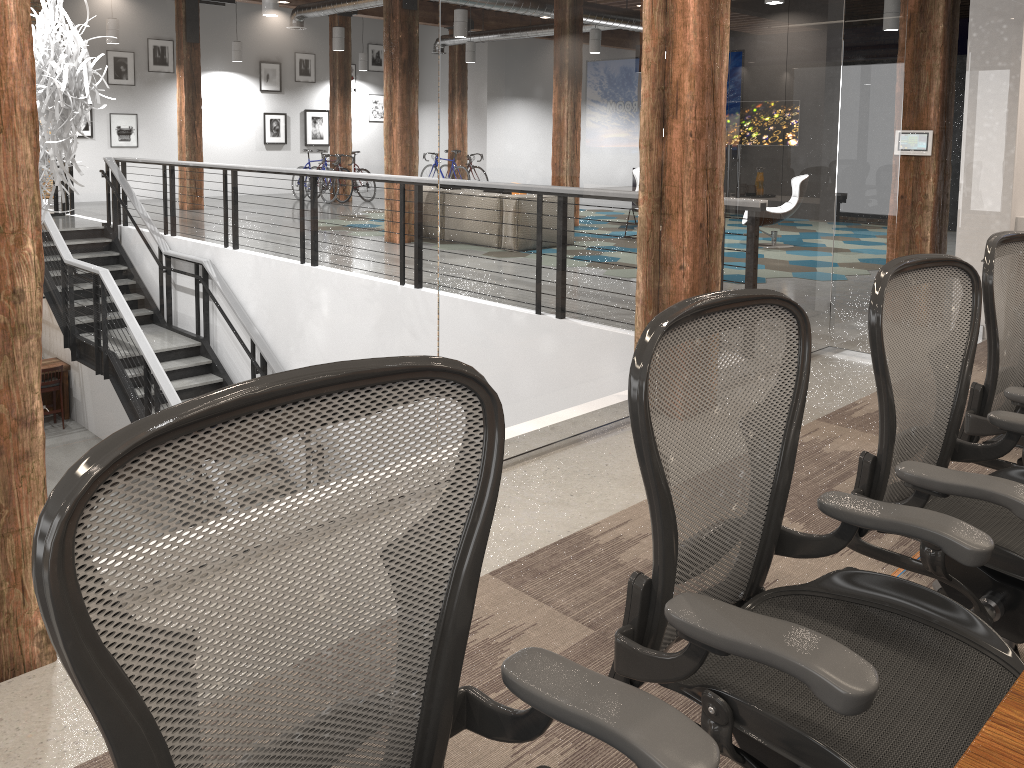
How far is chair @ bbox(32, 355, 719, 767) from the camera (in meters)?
0.85

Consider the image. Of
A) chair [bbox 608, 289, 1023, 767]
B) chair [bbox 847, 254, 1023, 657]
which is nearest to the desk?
chair [bbox 608, 289, 1023, 767]

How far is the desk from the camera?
0.9m

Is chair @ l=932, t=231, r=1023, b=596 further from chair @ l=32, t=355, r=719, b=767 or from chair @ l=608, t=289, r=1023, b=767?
chair @ l=32, t=355, r=719, b=767

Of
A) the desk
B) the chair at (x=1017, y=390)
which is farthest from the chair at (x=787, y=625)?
the chair at (x=1017, y=390)

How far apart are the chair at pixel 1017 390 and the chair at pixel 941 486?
0.2m

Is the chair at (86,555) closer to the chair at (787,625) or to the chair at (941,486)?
the chair at (787,625)

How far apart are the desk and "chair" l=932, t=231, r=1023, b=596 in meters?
1.6 m

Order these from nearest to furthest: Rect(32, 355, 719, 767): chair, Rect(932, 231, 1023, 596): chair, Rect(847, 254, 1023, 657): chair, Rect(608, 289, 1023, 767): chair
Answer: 1. Rect(32, 355, 719, 767): chair
2. Rect(608, 289, 1023, 767): chair
3. Rect(847, 254, 1023, 657): chair
4. Rect(932, 231, 1023, 596): chair

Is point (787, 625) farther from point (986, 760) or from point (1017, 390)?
point (1017, 390)
